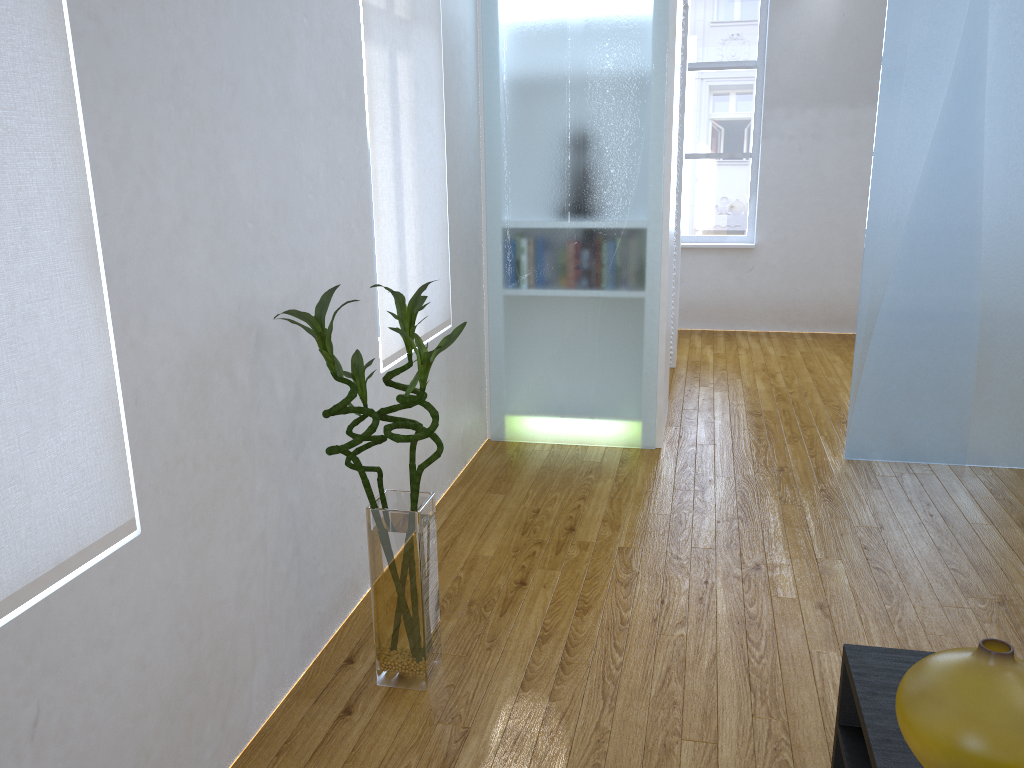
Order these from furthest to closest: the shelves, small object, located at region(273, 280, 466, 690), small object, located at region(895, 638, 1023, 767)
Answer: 1. small object, located at region(273, 280, 466, 690)
2. the shelves
3. small object, located at region(895, 638, 1023, 767)

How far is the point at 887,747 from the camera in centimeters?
122cm

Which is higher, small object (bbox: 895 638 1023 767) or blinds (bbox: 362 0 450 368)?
blinds (bbox: 362 0 450 368)

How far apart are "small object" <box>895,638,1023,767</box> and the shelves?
0.11m

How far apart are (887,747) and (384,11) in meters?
2.3 m

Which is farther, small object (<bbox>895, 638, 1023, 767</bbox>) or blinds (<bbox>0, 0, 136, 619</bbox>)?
blinds (<bbox>0, 0, 136, 619</bbox>)

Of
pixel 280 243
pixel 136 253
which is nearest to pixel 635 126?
pixel 280 243

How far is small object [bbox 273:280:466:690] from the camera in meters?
1.9

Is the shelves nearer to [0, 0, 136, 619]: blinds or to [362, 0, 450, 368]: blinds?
[0, 0, 136, 619]: blinds

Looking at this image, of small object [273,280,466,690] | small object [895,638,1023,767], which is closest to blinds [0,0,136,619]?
small object [273,280,466,690]
